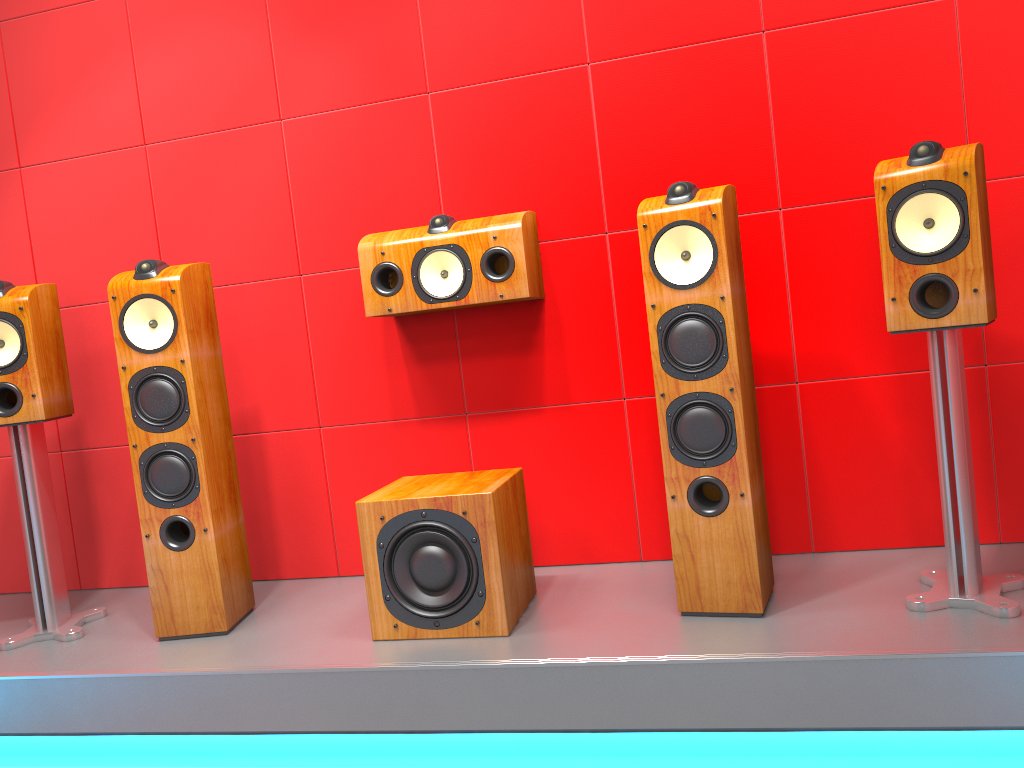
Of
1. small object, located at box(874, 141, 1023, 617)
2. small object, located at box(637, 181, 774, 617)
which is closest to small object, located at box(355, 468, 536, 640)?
small object, located at box(637, 181, 774, 617)

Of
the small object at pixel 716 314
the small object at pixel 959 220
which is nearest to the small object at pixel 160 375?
the small object at pixel 716 314

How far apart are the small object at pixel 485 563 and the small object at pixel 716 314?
0.4m

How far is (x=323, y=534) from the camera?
2.94m

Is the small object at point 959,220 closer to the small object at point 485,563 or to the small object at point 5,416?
the small object at point 485,563

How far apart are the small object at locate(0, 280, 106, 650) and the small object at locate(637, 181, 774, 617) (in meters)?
1.73

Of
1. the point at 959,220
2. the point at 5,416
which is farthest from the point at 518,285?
the point at 5,416

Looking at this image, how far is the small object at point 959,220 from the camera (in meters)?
1.91

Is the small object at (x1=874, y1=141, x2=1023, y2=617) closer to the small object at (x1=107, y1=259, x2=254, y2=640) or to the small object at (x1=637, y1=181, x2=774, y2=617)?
the small object at (x1=637, y1=181, x2=774, y2=617)

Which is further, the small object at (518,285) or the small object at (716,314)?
the small object at (518,285)
